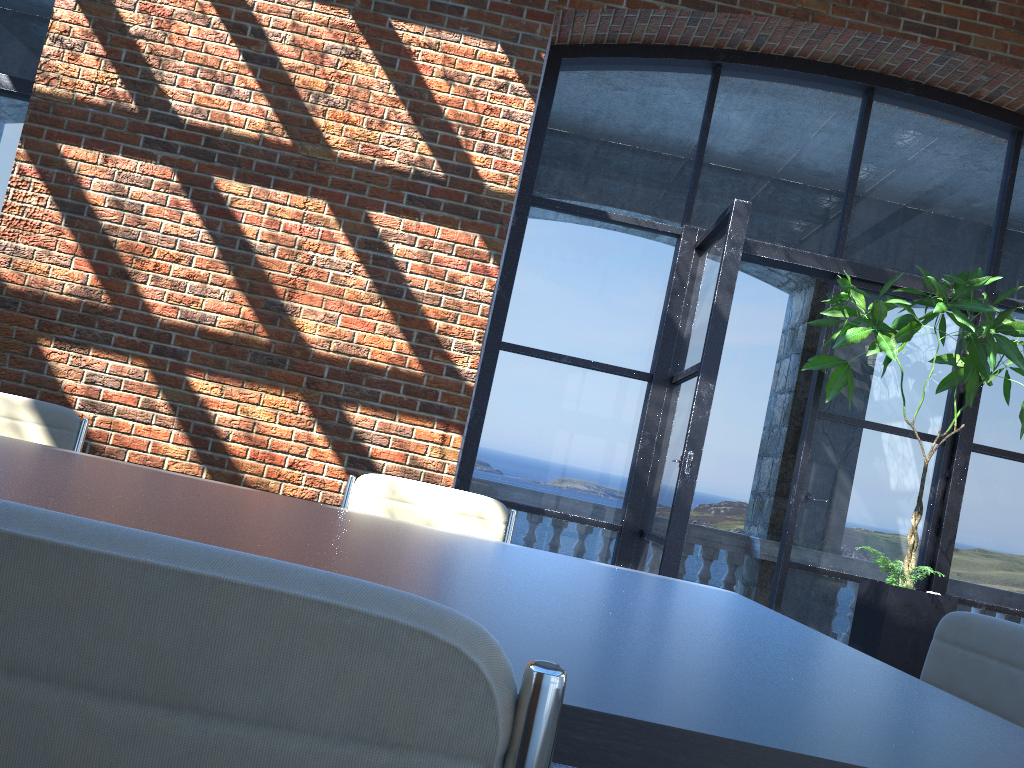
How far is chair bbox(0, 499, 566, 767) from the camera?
0.44m

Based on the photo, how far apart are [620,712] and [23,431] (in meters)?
2.65

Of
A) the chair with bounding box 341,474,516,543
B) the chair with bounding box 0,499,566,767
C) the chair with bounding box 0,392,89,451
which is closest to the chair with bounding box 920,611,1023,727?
the chair with bounding box 341,474,516,543

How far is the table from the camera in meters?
0.8 m

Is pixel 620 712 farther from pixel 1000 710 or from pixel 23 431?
pixel 23 431

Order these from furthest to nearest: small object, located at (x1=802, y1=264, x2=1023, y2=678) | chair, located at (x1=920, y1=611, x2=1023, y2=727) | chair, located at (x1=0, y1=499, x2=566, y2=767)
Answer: small object, located at (x1=802, y1=264, x2=1023, y2=678) < chair, located at (x1=920, y1=611, x2=1023, y2=727) < chair, located at (x1=0, y1=499, x2=566, y2=767)

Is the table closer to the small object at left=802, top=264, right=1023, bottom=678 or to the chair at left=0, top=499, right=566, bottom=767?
the chair at left=0, top=499, right=566, bottom=767

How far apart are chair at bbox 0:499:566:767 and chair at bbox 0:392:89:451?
2.67m

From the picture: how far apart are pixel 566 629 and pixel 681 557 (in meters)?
2.85

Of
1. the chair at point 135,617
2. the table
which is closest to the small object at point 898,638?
the table
